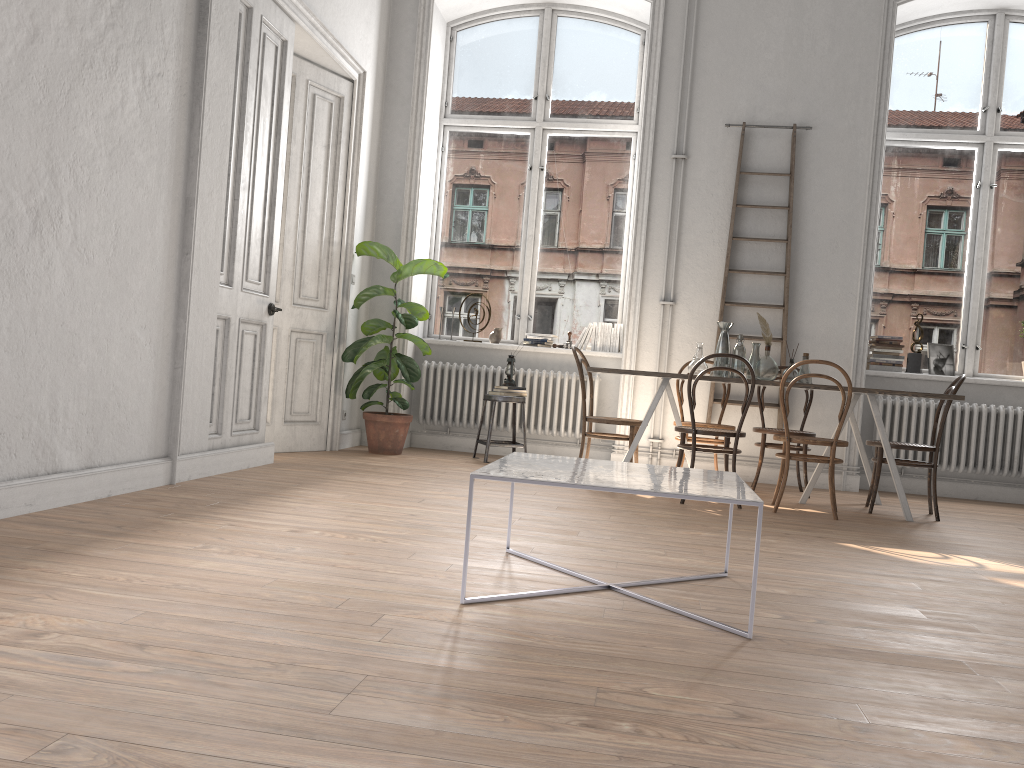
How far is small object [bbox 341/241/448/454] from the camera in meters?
6.8 m

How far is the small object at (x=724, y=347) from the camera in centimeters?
600cm

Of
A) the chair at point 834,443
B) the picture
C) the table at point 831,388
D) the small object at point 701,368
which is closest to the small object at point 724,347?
the small object at point 701,368

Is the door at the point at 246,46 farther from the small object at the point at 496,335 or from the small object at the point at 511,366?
the small object at the point at 496,335

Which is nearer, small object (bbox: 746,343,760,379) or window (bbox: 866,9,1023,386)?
small object (bbox: 746,343,760,379)

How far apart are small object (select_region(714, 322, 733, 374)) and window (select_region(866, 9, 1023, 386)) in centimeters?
199cm

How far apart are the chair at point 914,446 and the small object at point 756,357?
0.9m

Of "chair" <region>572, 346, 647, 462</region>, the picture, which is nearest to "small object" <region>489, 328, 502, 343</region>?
"chair" <region>572, 346, 647, 462</region>

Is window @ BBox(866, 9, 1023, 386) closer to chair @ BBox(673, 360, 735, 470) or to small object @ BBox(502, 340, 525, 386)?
chair @ BBox(673, 360, 735, 470)

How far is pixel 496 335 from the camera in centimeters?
757cm
